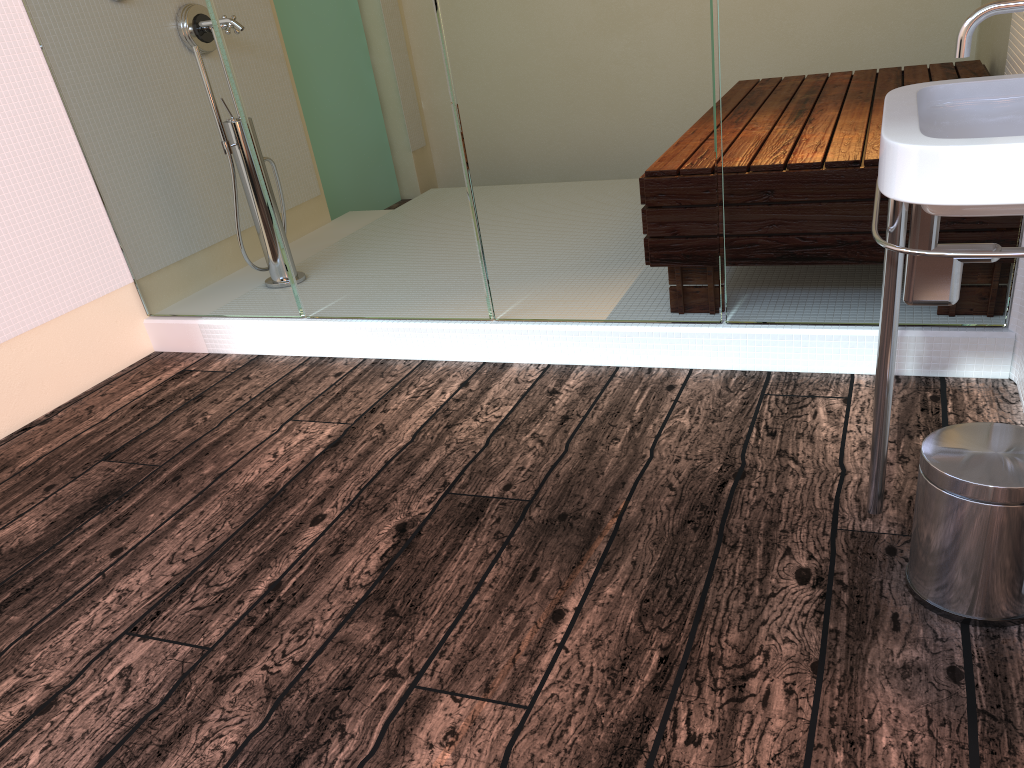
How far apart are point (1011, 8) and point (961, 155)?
0.3 meters

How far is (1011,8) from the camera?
1.39m

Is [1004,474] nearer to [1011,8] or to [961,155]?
[961,155]

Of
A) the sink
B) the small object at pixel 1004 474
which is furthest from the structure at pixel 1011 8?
the small object at pixel 1004 474

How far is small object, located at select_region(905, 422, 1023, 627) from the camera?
1.34m

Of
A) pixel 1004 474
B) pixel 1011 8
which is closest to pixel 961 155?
pixel 1011 8

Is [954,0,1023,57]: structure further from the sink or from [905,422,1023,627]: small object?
[905,422,1023,627]: small object

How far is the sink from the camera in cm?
124

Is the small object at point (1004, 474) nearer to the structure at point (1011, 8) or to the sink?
the sink

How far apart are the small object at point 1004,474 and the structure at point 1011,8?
0.6 meters
